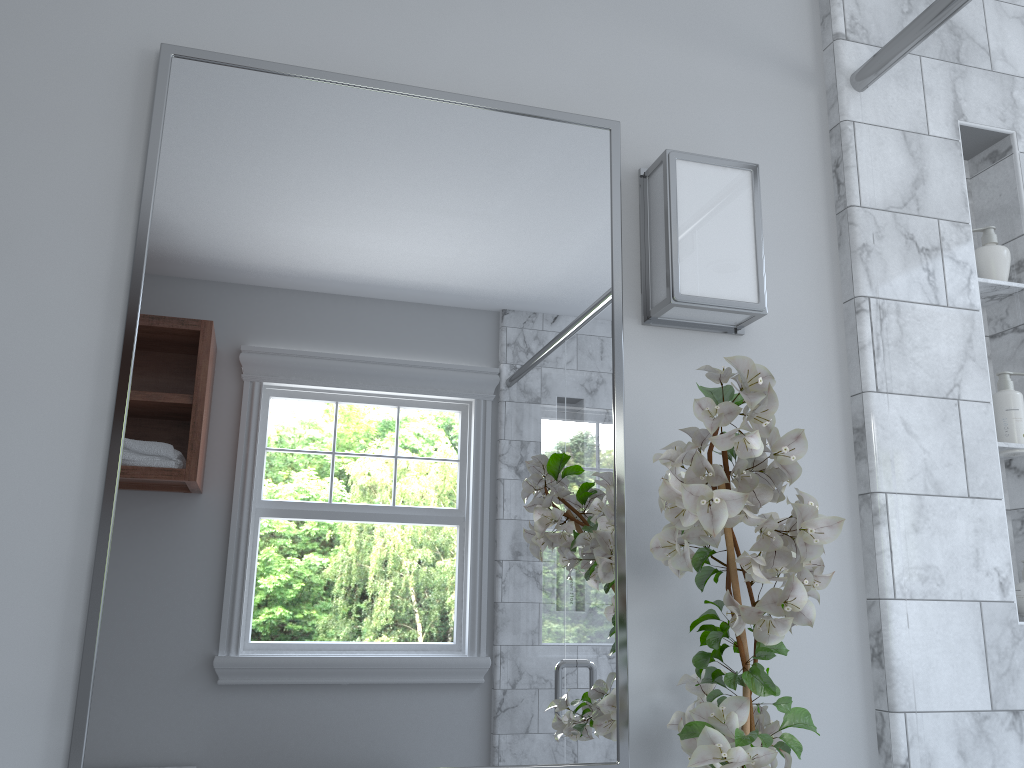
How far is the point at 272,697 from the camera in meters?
1.1 m

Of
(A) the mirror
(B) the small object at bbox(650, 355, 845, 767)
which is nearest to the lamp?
(A) the mirror

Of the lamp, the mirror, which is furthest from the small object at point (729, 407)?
the lamp

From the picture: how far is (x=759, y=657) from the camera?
1.08m

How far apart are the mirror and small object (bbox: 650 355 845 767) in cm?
8

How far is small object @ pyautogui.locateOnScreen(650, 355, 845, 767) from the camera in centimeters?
96cm

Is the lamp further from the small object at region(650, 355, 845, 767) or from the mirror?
the small object at region(650, 355, 845, 767)

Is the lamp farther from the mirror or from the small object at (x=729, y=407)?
the small object at (x=729, y=407)

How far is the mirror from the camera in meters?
1.1

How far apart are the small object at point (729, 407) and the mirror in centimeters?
8cm
